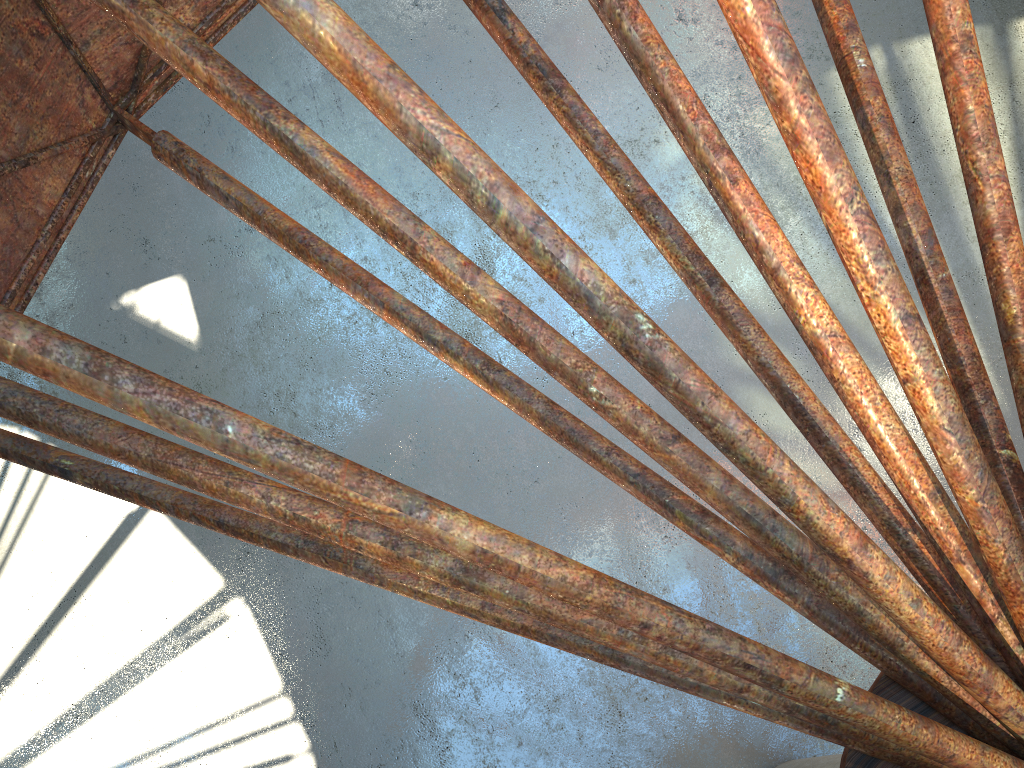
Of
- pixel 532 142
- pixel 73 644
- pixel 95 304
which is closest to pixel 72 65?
pixel 73 644

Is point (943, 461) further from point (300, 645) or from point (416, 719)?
point (300, 645)
